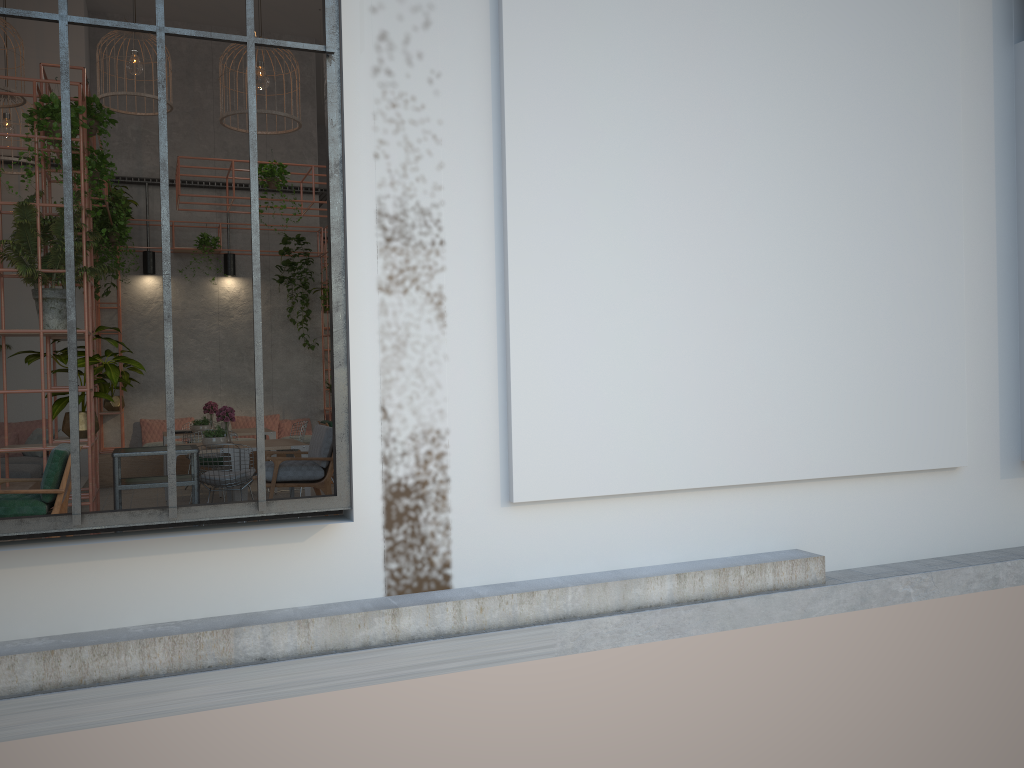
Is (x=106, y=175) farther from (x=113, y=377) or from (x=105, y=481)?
(x=105, y=481)

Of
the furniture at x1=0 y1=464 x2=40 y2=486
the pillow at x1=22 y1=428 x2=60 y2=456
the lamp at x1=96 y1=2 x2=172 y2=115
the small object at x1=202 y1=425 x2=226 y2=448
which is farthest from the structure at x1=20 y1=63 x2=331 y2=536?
the furniture at x1=0 y1=464 x2=40 y2=486

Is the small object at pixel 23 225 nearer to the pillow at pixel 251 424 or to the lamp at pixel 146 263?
the lamp at pixel 146 263

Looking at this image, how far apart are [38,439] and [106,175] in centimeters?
526cm

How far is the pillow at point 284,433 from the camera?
14.58m

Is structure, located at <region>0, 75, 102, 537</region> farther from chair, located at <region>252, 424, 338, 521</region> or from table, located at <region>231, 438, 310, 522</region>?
table, located at <region>231, 438, 310, 522</region>

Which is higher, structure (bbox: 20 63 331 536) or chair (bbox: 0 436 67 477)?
structure (bbox: 20 63 331 536)

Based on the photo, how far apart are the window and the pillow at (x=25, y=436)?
7.82m

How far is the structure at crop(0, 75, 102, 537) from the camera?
6.4m

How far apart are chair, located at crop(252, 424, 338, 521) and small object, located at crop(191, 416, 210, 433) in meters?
4.2
